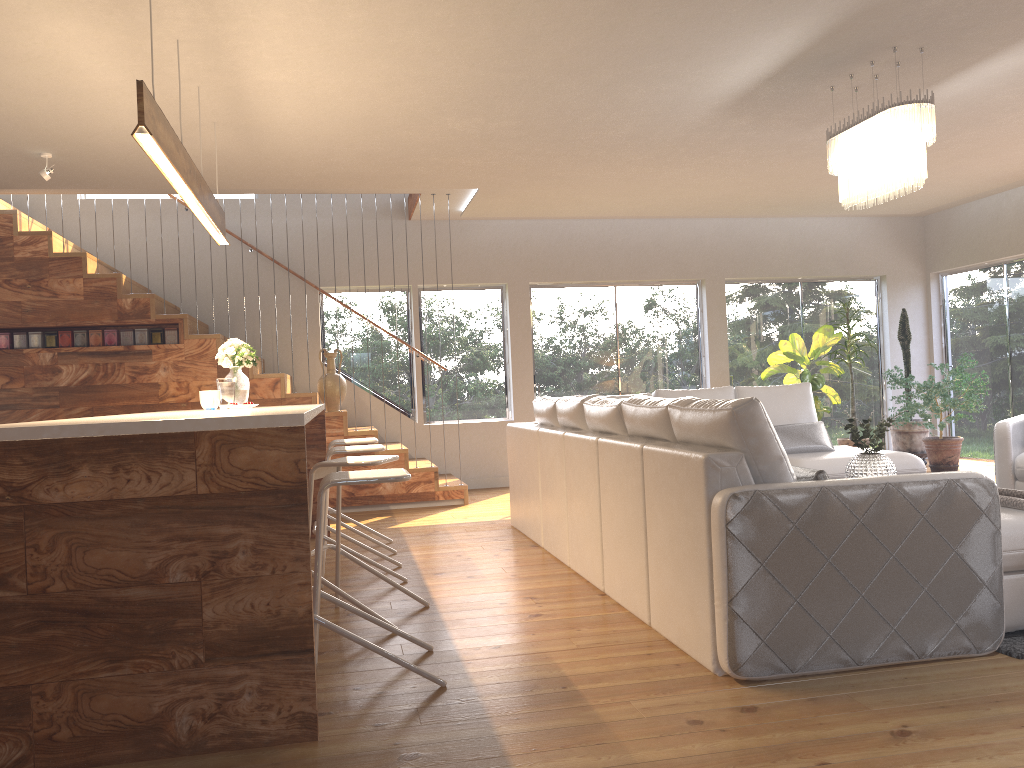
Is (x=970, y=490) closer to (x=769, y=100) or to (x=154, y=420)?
(x=154, y=420)

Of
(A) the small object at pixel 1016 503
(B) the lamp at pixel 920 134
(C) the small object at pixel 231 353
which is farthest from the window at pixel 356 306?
(A) the small object at pixel 1016 503

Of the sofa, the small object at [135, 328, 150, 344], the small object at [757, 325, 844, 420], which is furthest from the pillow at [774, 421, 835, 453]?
the small object at [135, 328, 150, 344]

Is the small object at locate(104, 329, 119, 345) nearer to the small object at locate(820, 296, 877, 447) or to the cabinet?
the cabinet

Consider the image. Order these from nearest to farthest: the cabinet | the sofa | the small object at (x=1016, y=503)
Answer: the cabinet
the sofa
the small object at (x=1016, y=503)

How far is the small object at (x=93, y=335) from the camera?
7.42m

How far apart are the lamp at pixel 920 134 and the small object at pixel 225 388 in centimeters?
382cm

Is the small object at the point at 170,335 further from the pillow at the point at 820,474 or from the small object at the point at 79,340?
the pillow at the point at 820,474

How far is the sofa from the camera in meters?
3.0 m

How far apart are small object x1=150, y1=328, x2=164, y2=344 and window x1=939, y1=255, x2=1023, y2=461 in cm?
832
